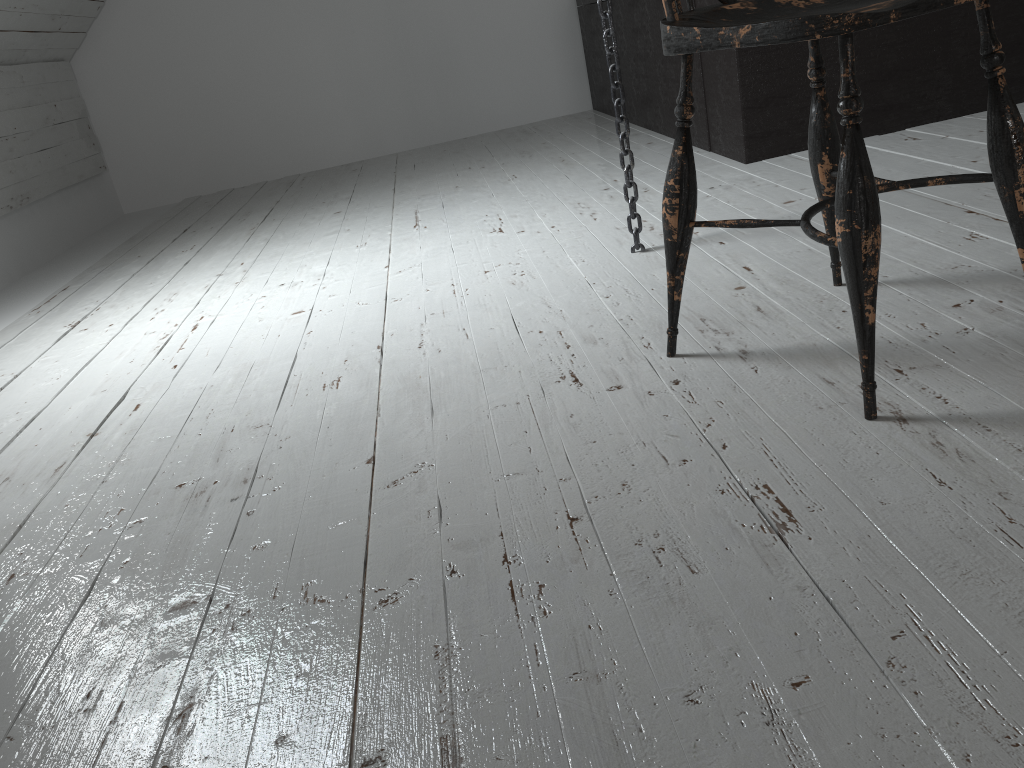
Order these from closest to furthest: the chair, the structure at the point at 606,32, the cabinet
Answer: the chair → the structure at the point at 606,32 → the cabinet

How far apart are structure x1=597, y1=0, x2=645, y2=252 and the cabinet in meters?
0.8 m

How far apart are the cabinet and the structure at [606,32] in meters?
0.8 m

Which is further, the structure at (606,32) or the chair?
the structure at (606,32)

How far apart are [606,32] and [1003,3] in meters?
1.4 m

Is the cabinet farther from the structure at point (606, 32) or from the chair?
the chair

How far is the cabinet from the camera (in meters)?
2.36

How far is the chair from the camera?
0.9m

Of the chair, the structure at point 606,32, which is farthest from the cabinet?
the chair

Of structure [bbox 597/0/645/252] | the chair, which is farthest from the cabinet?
the chair
